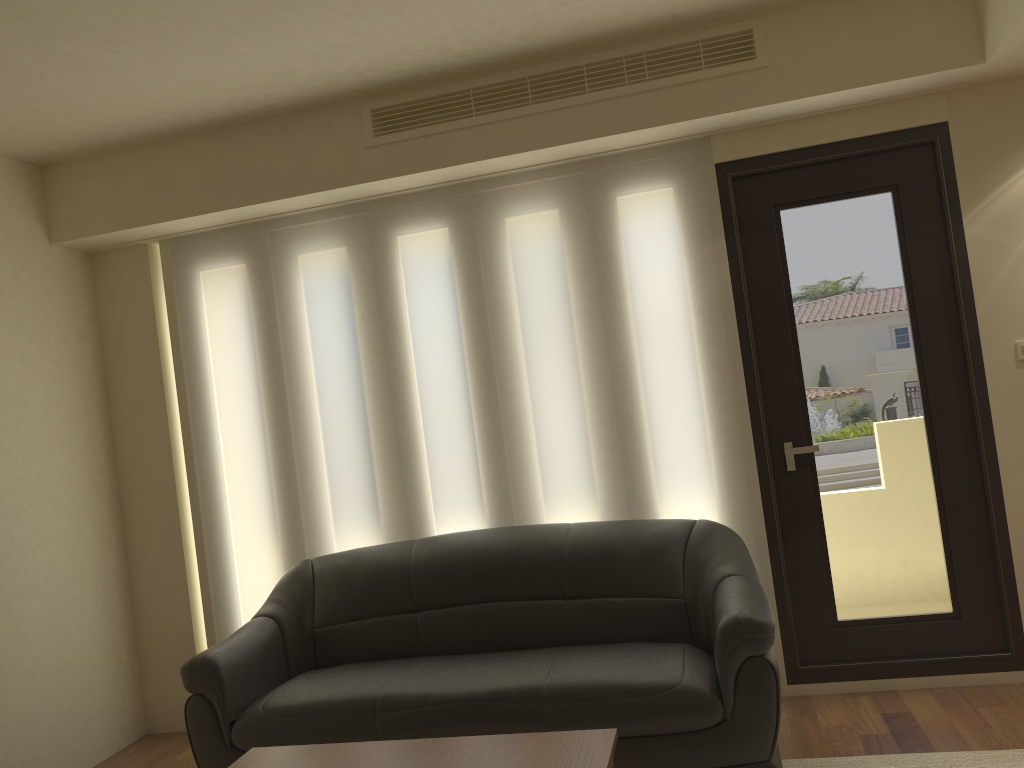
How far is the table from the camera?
2.5 meters

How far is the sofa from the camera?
3.1m

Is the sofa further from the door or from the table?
the table

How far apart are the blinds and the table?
1.64m

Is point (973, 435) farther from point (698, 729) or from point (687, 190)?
point (698, 729)

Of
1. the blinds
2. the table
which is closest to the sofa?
the blinds

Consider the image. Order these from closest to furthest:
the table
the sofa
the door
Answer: the table
the sofa
the door

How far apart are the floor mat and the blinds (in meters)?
0.74

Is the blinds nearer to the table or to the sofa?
the sofa

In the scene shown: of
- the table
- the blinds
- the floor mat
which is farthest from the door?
the table
